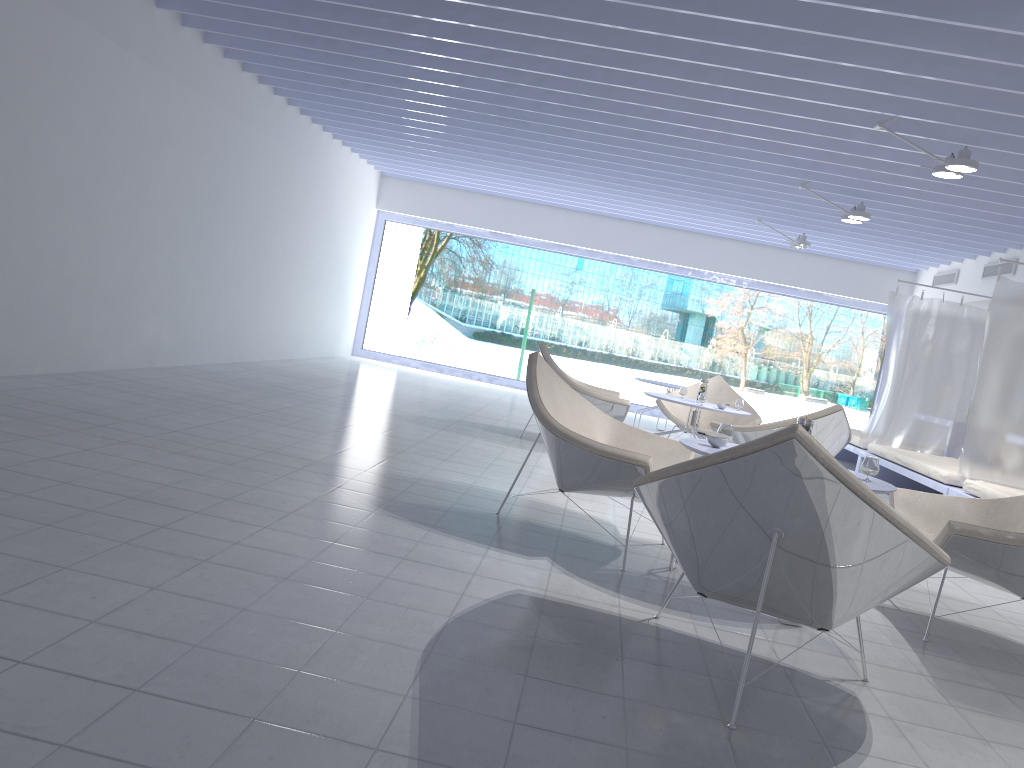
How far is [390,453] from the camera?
5.05m

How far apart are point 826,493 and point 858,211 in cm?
562

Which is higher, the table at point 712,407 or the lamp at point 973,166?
the lamp at point 973,166

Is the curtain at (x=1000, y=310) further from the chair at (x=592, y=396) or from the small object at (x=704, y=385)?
the chair at (x=592, y=396)

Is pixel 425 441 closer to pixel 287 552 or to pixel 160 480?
pixel 160 480

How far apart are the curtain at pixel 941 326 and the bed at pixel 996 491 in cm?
224

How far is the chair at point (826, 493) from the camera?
2.16m

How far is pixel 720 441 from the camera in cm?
348

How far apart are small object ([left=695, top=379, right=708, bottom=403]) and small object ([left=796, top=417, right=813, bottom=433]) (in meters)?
3.38

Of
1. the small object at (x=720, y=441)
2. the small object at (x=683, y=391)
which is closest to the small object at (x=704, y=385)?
the small object at (x=683, y=391)
